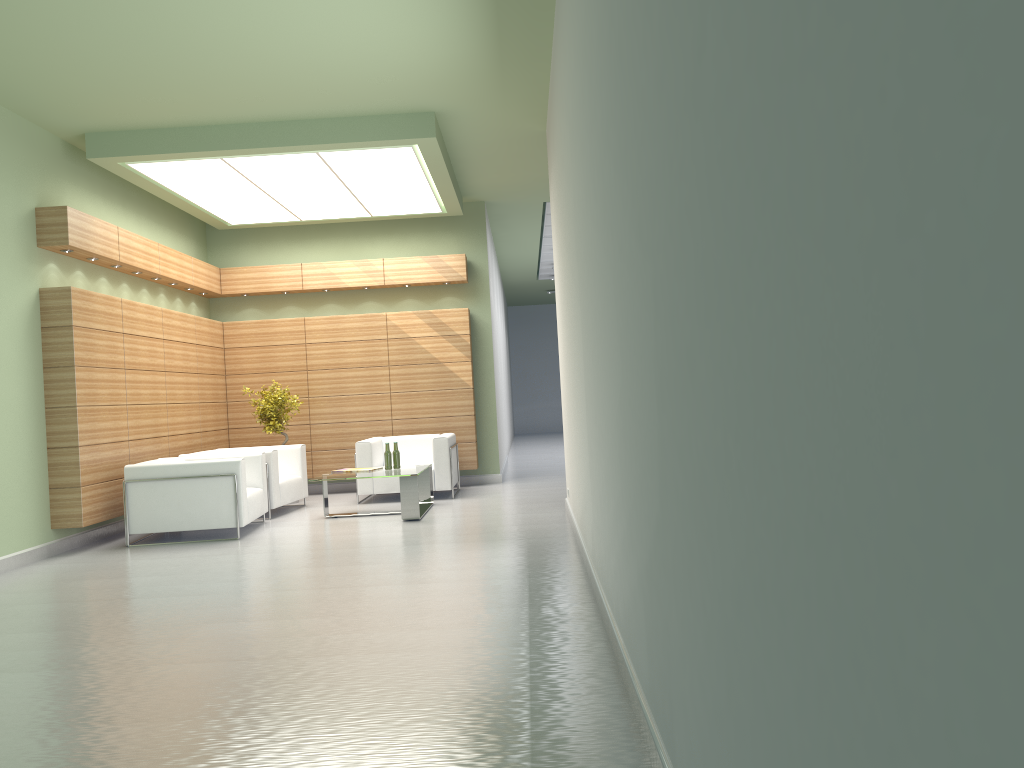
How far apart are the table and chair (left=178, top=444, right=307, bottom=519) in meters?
1.2 m

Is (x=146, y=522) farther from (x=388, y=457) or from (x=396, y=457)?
(x=396, y=457)

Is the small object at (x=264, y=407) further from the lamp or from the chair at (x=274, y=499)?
the lamp

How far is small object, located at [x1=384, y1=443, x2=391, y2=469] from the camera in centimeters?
1555cm

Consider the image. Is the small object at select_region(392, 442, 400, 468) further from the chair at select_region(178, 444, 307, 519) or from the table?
the chair at select_region(178, 444, 307, 519)

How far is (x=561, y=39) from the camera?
9.32m

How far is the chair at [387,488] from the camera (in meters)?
17.17

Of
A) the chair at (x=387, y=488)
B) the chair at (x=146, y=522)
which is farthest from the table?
the chair at (x=146, y=522)

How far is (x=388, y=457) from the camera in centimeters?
1555cm

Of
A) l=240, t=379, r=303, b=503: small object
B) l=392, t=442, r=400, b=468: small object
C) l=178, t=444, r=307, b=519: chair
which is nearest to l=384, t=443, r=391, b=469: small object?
l=392, t=442, r=400, b=468: small object
